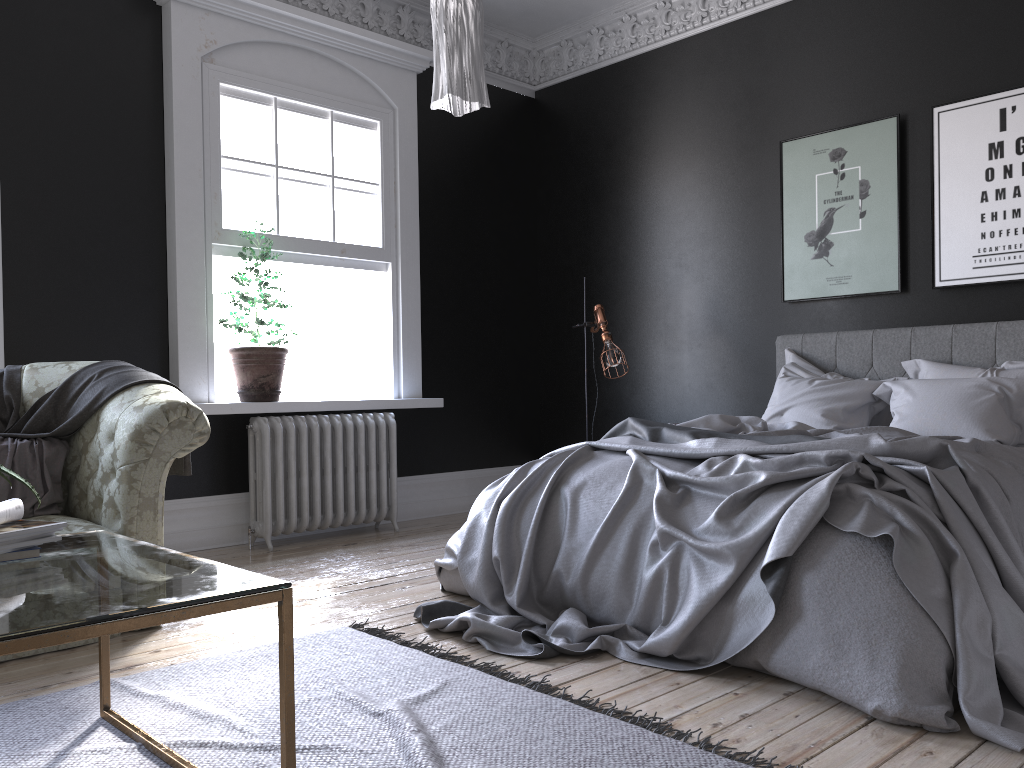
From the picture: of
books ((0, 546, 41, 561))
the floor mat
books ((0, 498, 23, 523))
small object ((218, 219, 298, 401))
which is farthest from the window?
books ((0, 546, 41, 561))

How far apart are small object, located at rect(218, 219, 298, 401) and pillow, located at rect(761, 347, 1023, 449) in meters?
3.0 m

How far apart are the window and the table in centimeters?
340cm

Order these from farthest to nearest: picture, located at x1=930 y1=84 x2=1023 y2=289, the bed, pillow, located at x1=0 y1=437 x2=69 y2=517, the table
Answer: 1. picture, located at x1=930 y1=84 x2=1023 y2=289
2. pillow, located at x1=0 y1=437 x2=69 y2=517
3. the bed
4. the table

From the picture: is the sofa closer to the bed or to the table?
the table

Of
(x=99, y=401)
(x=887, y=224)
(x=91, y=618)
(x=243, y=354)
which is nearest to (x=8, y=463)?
(x=99, y=401)

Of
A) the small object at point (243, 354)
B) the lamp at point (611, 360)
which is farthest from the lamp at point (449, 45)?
the lamp at point (611, 360)

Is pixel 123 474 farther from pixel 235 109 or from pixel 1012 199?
pixel 1012 199

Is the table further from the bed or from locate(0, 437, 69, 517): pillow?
locate(0, 437, 69, 517): pillow

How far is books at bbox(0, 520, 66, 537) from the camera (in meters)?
A: 2.12
